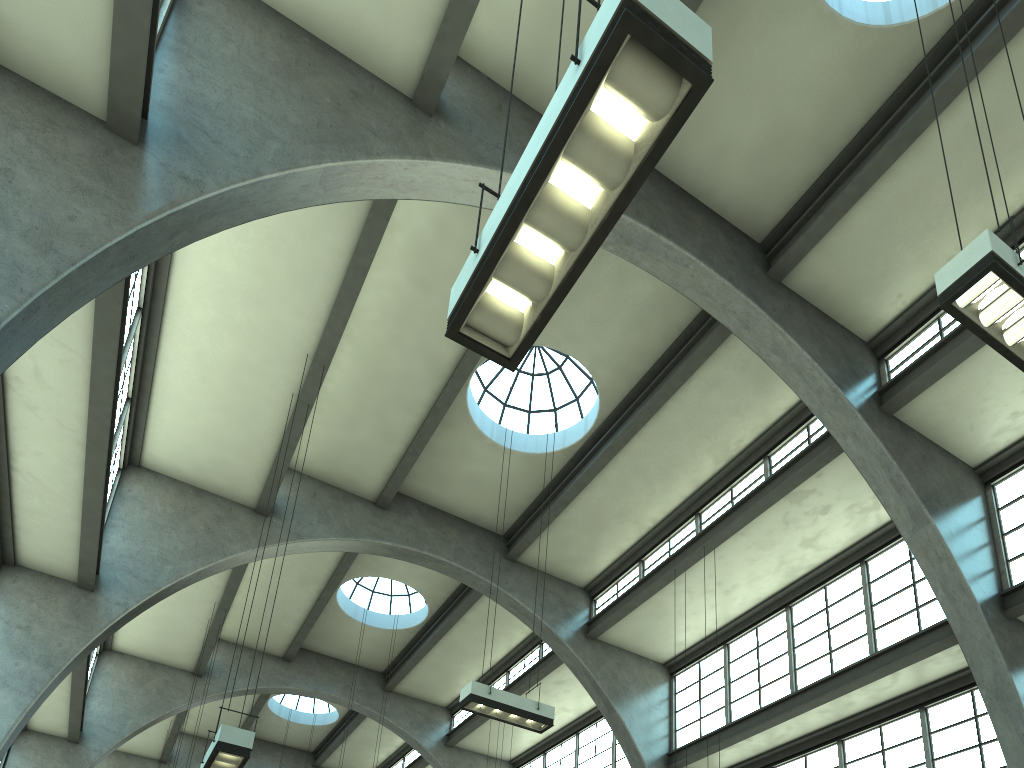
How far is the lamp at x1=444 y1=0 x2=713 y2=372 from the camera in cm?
364

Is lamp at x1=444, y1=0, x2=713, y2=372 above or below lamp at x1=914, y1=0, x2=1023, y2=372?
below

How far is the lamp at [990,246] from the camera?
6.17m

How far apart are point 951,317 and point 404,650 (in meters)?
16.30

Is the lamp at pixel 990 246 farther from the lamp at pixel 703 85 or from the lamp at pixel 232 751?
the lamp at pixel 232 751

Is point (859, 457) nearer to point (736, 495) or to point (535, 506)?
point (736, 495)

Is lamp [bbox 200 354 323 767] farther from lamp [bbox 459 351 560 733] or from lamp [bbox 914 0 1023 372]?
lamp [bbox 914 0 1023 372]

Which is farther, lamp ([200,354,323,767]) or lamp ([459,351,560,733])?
lamp ([459,351,560,733])

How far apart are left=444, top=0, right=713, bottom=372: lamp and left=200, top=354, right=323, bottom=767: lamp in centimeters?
639cm

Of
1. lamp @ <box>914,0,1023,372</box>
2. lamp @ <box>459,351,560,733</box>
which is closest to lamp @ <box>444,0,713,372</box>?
lamp @ <box>914,0,1023,372</box>
